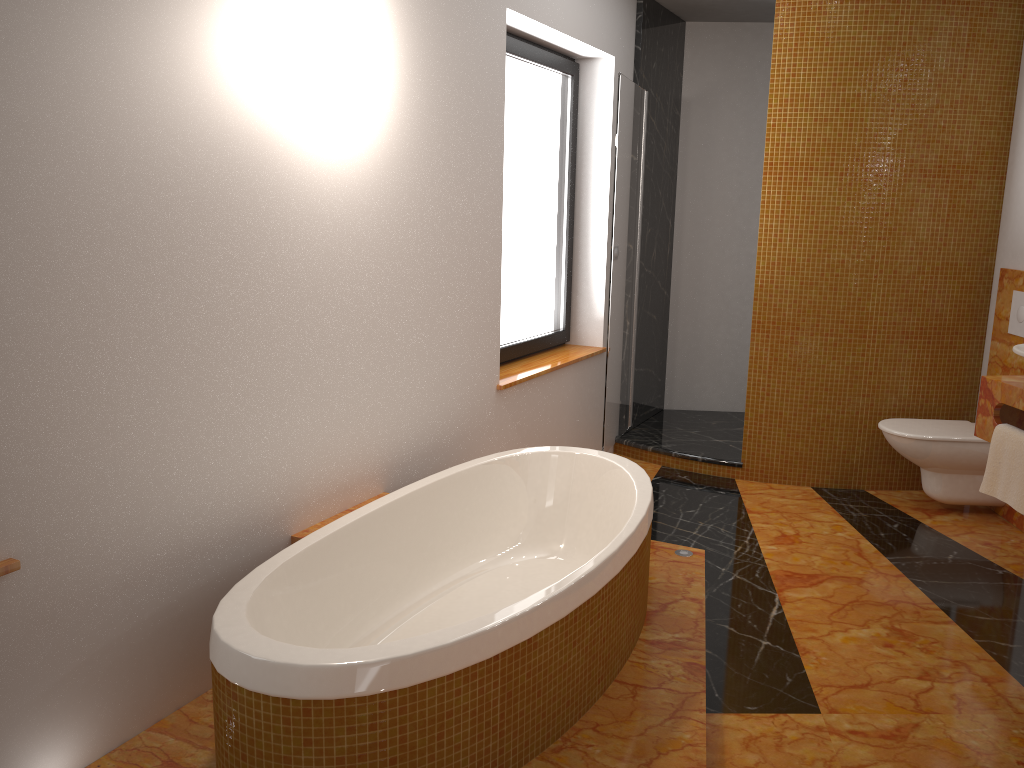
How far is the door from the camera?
4.3 meters

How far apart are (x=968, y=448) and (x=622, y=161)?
2.07m

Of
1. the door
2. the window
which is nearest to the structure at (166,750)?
the door

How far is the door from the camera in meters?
4.3

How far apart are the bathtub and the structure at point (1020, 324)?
2.1 meters

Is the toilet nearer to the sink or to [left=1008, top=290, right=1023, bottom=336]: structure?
[left=1008, top=290, right=1023, bottom=336]: structure

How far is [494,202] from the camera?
3.5 meters

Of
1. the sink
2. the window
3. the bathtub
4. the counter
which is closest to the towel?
the counter

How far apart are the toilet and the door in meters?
1.3 m

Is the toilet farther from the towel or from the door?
the door
